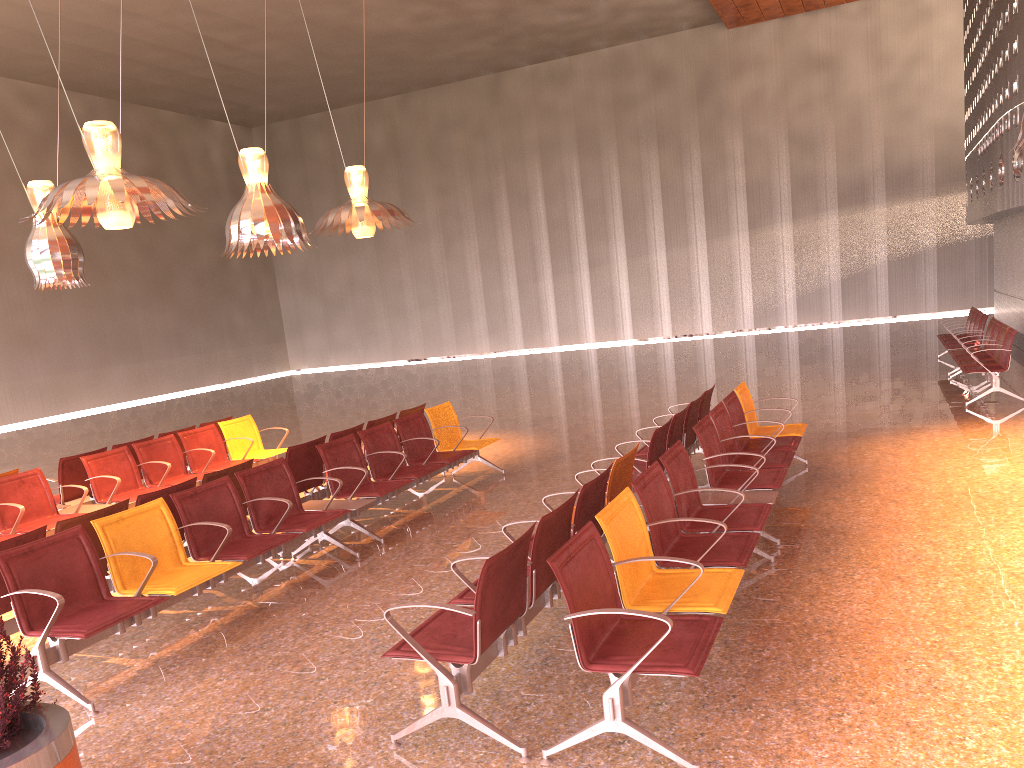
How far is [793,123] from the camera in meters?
27.1 m

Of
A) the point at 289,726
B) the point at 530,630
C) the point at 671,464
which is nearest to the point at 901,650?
the point at 671,464
